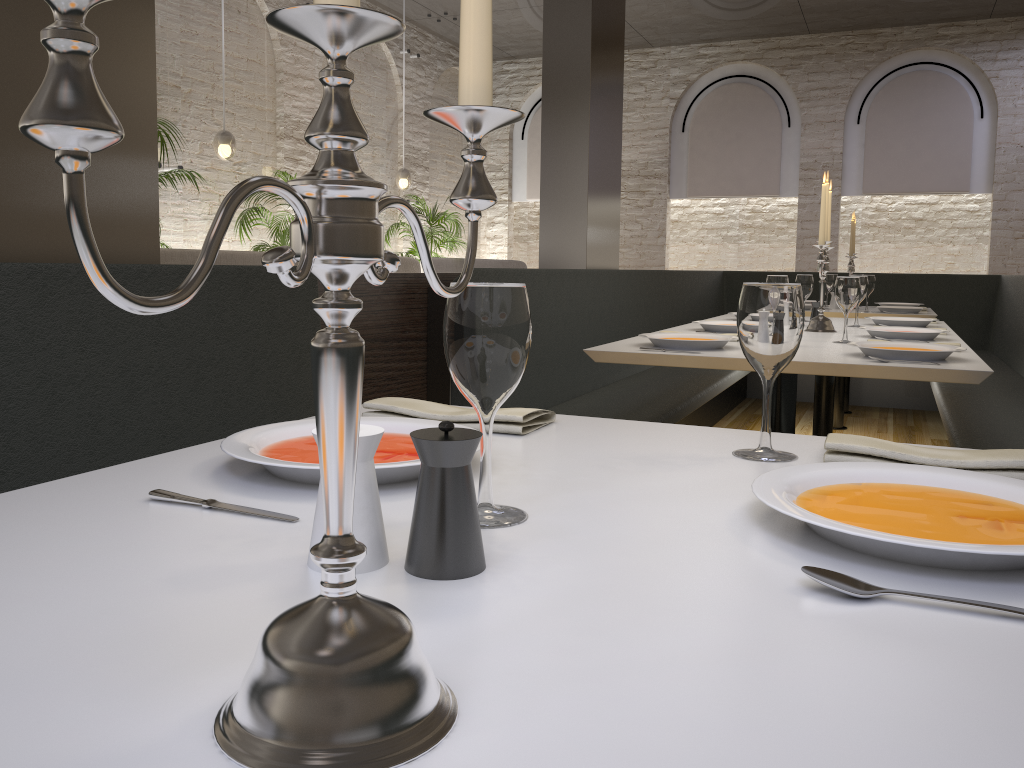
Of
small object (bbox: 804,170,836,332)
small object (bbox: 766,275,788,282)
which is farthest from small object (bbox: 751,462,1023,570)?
small object (bbox: 804,170,836,332)

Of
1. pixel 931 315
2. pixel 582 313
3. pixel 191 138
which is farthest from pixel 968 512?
pixel 191 138

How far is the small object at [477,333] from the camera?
0.82m

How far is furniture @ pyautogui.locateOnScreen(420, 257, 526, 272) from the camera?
9.38m

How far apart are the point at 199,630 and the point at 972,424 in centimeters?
335cm

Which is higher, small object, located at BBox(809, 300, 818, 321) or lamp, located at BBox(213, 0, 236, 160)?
lamp, located at BBox(213, 0, 236, 160)

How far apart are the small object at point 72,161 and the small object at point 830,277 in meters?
5.6 m

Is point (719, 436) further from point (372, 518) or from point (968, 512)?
point (372, 518)

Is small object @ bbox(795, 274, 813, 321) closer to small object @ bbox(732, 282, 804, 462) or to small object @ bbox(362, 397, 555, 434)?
small object @ bbox(362, 397, 555, 434)

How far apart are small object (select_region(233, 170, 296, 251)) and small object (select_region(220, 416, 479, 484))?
6.73m
